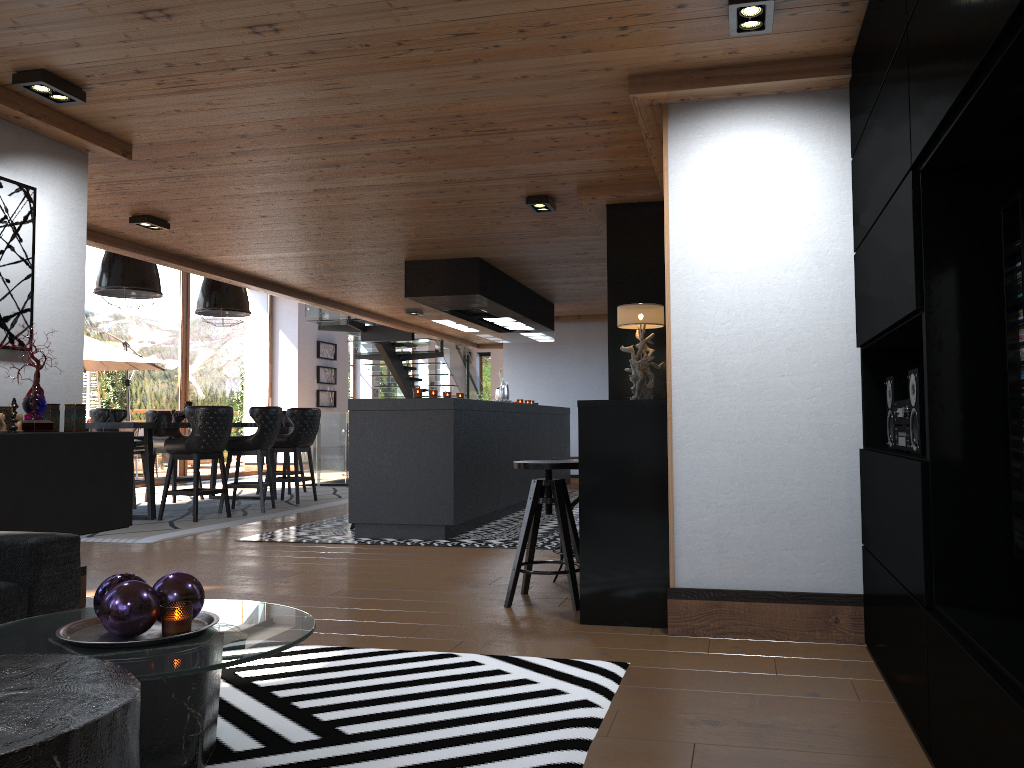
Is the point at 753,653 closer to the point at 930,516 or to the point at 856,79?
the point at 930,516

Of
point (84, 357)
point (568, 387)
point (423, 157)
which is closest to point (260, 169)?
point (423, 157)

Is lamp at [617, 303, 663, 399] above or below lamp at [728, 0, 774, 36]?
below

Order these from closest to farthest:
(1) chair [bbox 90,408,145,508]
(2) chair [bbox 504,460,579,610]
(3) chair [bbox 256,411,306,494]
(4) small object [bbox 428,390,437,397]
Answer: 1. (2) chair [bbox 504,460,579,610]
2. (4) small object [bbox 428,390,437,397]
3. (1) chair [bbox 90,408,145,508]
4. (3) chair [bbox 256,411,306,494]

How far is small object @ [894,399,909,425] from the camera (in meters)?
2.85

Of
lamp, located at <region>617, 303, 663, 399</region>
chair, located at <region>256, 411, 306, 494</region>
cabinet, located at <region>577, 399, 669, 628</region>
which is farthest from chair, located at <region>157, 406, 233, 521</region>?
cabinet, located at <region>577, 399, 669, 628</region>

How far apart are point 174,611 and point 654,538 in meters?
2.2

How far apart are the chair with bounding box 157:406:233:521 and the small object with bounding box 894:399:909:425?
6.6m

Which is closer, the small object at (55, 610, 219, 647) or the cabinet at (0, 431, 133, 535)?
the small object at (55, 610, 219, 647)

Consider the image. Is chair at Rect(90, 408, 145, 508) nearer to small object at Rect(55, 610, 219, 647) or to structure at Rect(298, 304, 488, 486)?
structure at Rect(298, 304, 488, 486)
